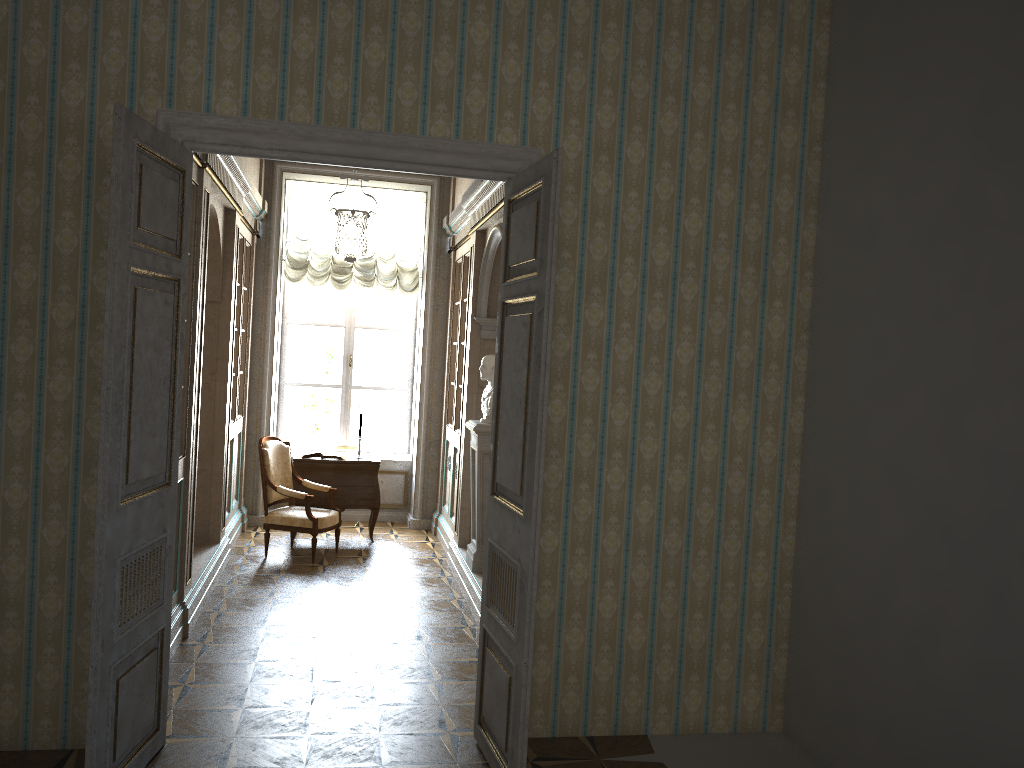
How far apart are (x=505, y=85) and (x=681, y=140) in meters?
0.9 m

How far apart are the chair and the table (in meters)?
0.24

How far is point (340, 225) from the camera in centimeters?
644cm

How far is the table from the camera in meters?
8.3 m

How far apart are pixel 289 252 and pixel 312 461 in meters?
2.3 m

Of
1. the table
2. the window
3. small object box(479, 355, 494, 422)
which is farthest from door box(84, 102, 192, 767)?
the window

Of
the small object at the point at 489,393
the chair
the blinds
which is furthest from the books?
the small object at the point at 489,393

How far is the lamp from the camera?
6.44m

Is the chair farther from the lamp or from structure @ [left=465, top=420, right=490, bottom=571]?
the lamp

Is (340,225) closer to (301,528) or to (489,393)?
(489,393)
